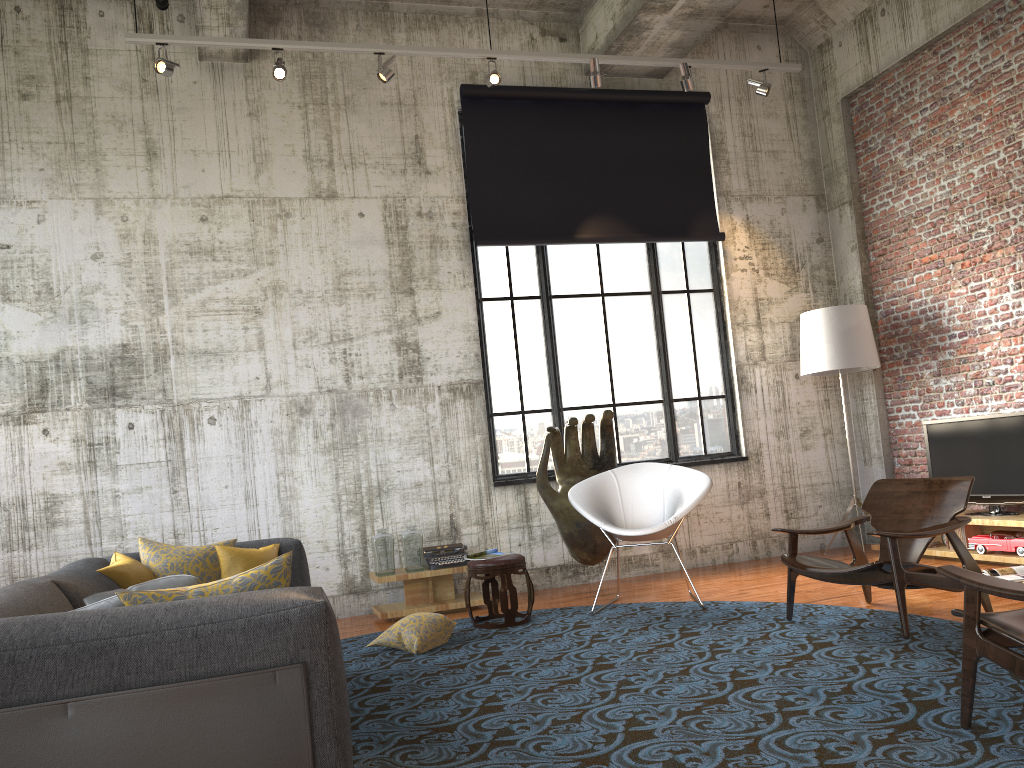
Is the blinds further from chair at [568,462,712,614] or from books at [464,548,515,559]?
books at [464,548,515,559]

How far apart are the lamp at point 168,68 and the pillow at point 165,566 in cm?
348

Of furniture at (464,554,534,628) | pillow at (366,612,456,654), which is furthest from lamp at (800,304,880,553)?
pillow at (366,612,456,654)

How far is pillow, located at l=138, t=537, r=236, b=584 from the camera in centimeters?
444cm

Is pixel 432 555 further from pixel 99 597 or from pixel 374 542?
pixel 99 597

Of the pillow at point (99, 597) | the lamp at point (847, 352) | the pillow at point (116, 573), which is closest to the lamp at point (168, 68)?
the pillow at point (116, 573)

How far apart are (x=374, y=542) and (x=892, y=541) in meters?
3.7 m

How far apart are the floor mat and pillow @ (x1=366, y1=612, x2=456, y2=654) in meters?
0.0 m

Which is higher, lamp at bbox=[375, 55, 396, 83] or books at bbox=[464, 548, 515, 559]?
lamp at bbox=[375, 55, 396, 83]

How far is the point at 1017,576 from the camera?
6.0m
